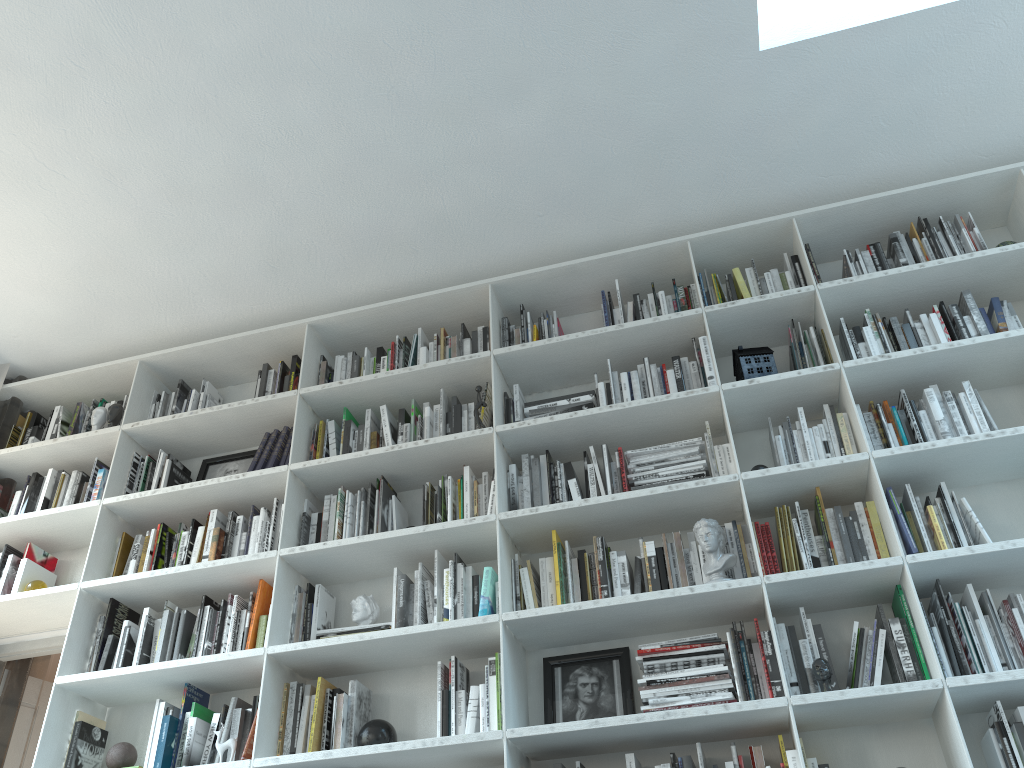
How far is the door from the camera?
3.8m

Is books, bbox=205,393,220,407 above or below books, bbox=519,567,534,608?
above

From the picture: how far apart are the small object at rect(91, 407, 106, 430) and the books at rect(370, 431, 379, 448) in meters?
1.3

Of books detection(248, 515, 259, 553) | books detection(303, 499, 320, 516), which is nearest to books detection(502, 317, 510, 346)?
books detection(303, 499, 320, 516)

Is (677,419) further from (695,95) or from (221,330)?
(221,330)

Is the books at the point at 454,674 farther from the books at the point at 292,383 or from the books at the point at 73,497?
the books at the point at 73,497

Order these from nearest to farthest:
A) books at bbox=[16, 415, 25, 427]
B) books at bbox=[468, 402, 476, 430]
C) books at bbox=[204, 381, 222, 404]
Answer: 1. books at bbox=[468, 402, 476, 430]
2. books at bbox=[204, 381, 222, 404]
3. books at bbox=[16, 415, 25, 427]

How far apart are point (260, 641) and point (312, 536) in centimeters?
43cm

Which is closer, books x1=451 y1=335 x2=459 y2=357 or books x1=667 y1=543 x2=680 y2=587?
books x1=667 y1=543 x2=680 y2=587

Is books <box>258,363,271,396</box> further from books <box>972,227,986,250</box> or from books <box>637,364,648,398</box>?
books <box>972,227,986,250</box>
